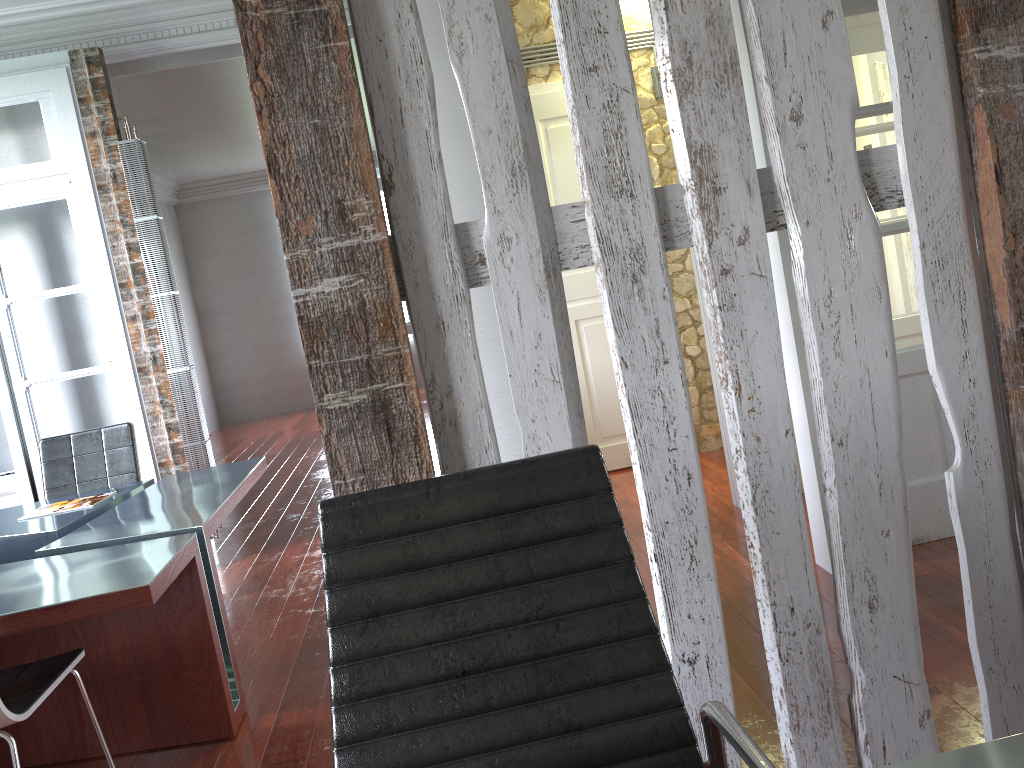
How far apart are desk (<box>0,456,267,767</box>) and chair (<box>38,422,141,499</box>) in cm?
14

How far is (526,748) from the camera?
1.2 meters

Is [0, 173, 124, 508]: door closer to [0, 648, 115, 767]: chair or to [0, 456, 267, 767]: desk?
[0, 456, 267, 767]: desk

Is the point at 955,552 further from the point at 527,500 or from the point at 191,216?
the point at 191,216

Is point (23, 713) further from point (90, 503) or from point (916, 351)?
point (916, 351)

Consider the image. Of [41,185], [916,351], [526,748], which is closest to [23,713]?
[526,748]

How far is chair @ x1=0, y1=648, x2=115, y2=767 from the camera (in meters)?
2.16

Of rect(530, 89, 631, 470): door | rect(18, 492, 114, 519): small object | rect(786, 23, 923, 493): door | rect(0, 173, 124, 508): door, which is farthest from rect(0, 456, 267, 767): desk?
rect(786, 23, 923, 493): door

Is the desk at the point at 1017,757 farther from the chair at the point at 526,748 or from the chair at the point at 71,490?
the chair at the point at 71,490

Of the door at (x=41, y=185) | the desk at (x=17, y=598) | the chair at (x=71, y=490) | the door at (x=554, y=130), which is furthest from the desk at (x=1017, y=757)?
the door at (x=41, y=185)
